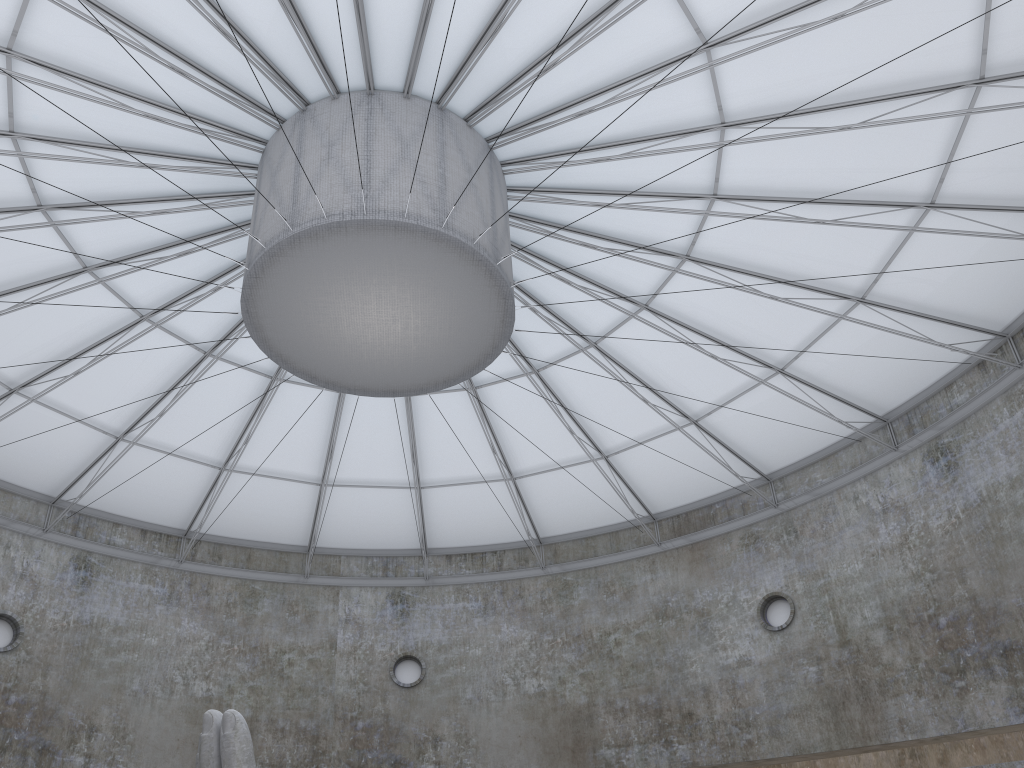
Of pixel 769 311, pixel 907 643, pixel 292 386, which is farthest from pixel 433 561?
pixel 907 643

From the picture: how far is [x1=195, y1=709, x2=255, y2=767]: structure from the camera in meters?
15.0 m

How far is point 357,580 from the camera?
40.6m

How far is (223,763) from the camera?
15.0m

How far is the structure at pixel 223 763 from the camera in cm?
1499
